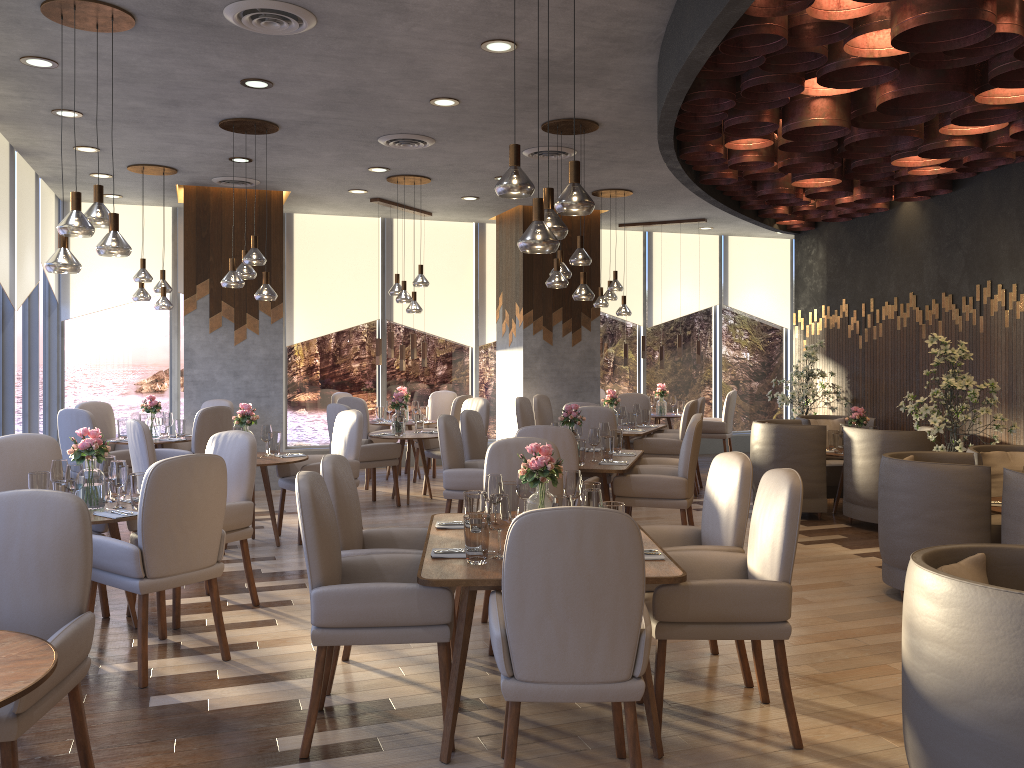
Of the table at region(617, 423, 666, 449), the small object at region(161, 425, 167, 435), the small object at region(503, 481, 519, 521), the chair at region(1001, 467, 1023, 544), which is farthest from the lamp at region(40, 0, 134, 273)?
the table at region(617, 423, 666, 449)

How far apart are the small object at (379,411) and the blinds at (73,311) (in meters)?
3.01

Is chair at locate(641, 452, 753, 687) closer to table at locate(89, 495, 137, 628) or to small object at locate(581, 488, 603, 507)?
small object at locate(581, 488, 603, 507)

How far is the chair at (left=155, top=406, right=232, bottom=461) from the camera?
7.7 meters

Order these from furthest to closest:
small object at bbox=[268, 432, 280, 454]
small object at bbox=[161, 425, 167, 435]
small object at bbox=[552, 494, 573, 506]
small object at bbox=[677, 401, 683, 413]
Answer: small object at bbox=[677, 401, 683, 413] < small object at bbox=[161, 425, 167, 435] < small object at bbox=[268, 432, 280, 454] < small object at bbox=[552, 494, 573, 506]

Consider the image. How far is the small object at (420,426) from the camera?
9.0 meters

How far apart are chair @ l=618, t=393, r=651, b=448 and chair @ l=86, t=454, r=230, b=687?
6.8m

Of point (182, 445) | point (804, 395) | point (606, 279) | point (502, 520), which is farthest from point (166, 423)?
point (606, 279)

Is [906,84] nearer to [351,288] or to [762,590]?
[762,590]

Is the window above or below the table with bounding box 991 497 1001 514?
above
